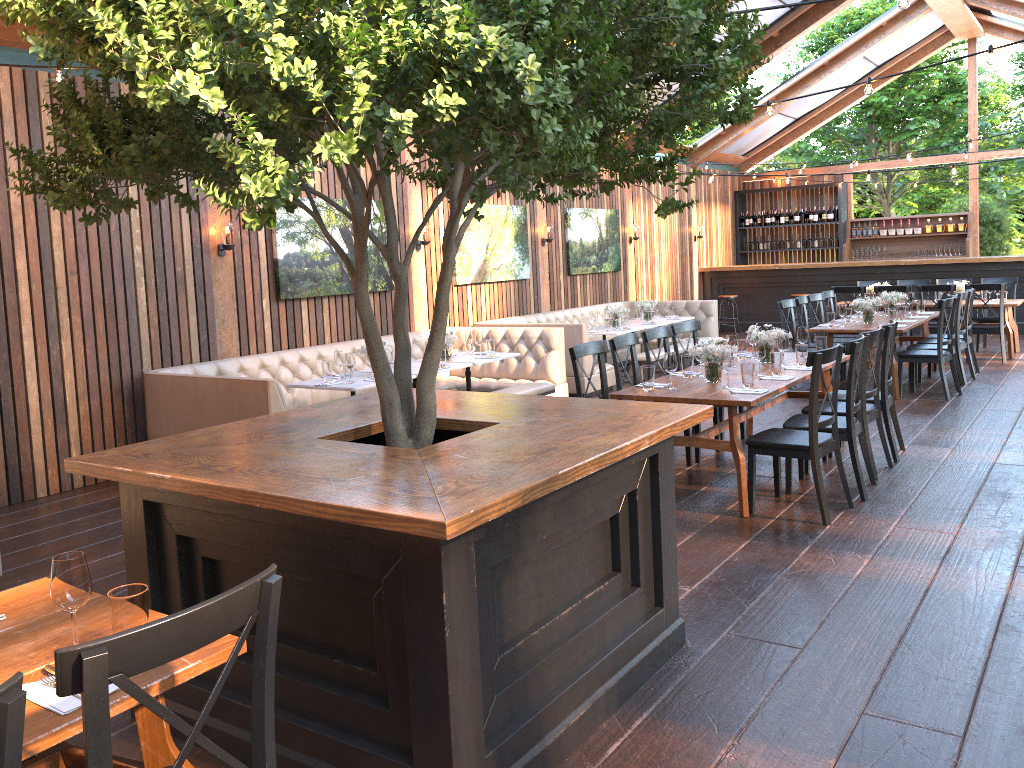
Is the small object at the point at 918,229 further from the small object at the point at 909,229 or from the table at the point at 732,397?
the table at the point at 732,397

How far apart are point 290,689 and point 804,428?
3.97m

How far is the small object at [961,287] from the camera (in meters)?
12.07

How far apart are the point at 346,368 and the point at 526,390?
1.9 meters

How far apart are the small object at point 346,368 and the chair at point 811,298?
6.1 meters

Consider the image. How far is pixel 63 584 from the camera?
2.15m

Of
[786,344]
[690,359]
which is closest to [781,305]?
[786,344]

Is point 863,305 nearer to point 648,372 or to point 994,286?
point 994,286

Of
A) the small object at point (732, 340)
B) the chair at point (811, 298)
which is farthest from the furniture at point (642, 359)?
the small object at point (732, 340)

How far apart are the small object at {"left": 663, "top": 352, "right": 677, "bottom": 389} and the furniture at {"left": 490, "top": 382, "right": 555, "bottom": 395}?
2.71m
